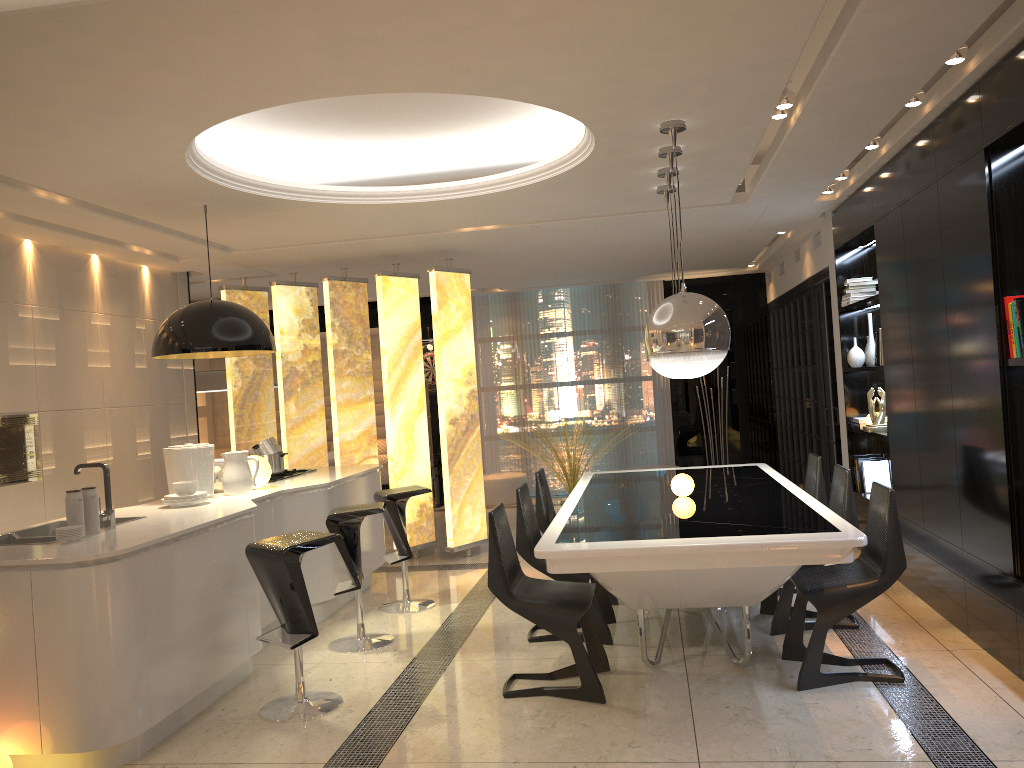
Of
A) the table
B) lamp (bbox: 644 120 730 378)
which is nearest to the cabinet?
the table

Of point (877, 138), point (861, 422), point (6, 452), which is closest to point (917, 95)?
point (877, 138)

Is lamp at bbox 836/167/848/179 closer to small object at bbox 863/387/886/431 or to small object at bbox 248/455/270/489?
small object at bbox 863/387/886/431

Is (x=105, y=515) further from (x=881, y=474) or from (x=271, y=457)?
(x=881, y=474)

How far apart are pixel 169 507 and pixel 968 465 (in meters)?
4.15

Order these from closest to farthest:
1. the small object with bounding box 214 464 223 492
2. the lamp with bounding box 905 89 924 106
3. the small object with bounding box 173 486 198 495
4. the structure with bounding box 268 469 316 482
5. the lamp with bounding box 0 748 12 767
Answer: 1. the lamp with bounding box 0 748 12 767
2. the lamp with bounding box 905 89 924 106
3. the small object with bounding box 173 486 198 495
4. the small object with bounding box 214 464 223 492
5. the structure with bounding box 268 469 316 482

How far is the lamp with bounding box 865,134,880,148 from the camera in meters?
5.1

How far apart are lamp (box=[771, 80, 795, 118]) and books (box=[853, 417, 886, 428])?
3.0m

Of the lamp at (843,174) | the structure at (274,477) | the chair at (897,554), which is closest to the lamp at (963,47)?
the chair at (897,554)

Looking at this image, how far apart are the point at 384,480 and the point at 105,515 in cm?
765
